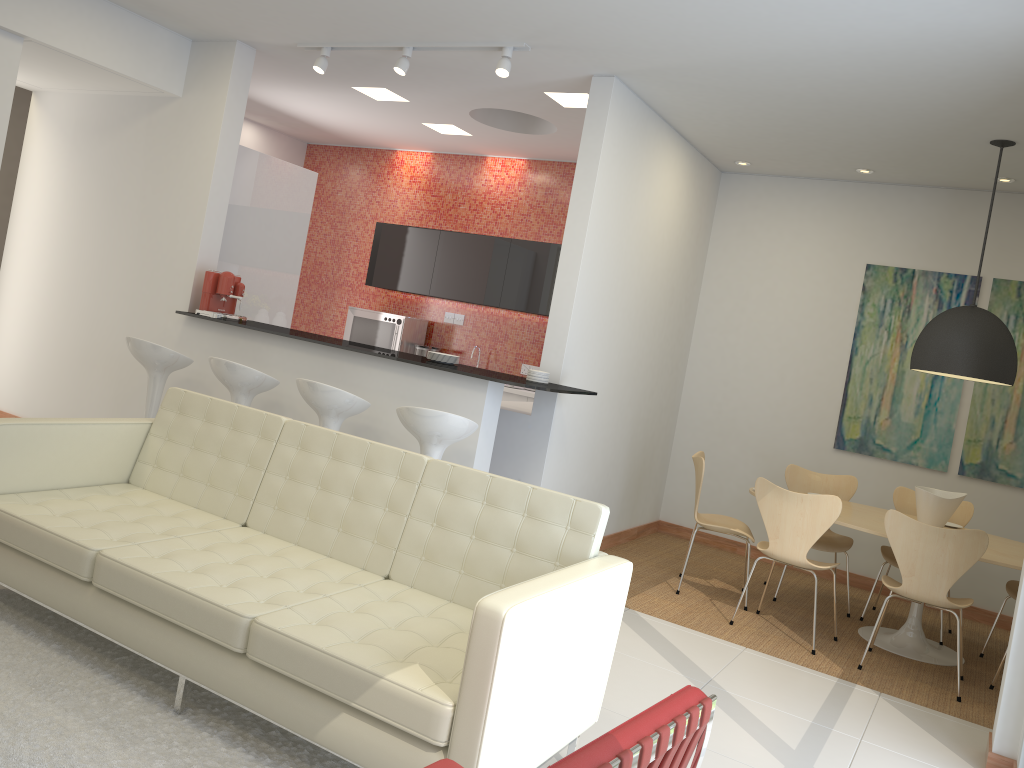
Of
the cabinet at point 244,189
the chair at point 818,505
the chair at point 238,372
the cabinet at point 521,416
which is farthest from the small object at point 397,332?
the chair at point 818,505

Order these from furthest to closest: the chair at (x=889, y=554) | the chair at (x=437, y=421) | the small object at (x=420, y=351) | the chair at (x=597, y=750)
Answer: the small object at (x=420, y=351)
the chair at (x=889, y=554)
the chair at (x=437, y=421)
the chair at (x=597, y=750)

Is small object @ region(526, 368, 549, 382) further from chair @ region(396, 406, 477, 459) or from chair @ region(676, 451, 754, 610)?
chair @ region(676, 451, 754, 610)

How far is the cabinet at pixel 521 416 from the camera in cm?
571

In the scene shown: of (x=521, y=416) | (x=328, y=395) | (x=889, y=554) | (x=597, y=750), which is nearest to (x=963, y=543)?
(x=889, y=554)

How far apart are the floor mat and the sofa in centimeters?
7cm

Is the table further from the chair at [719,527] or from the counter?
the counter

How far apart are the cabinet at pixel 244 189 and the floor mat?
3.42m

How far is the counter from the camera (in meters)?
5.05

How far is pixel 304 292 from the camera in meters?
9.9
